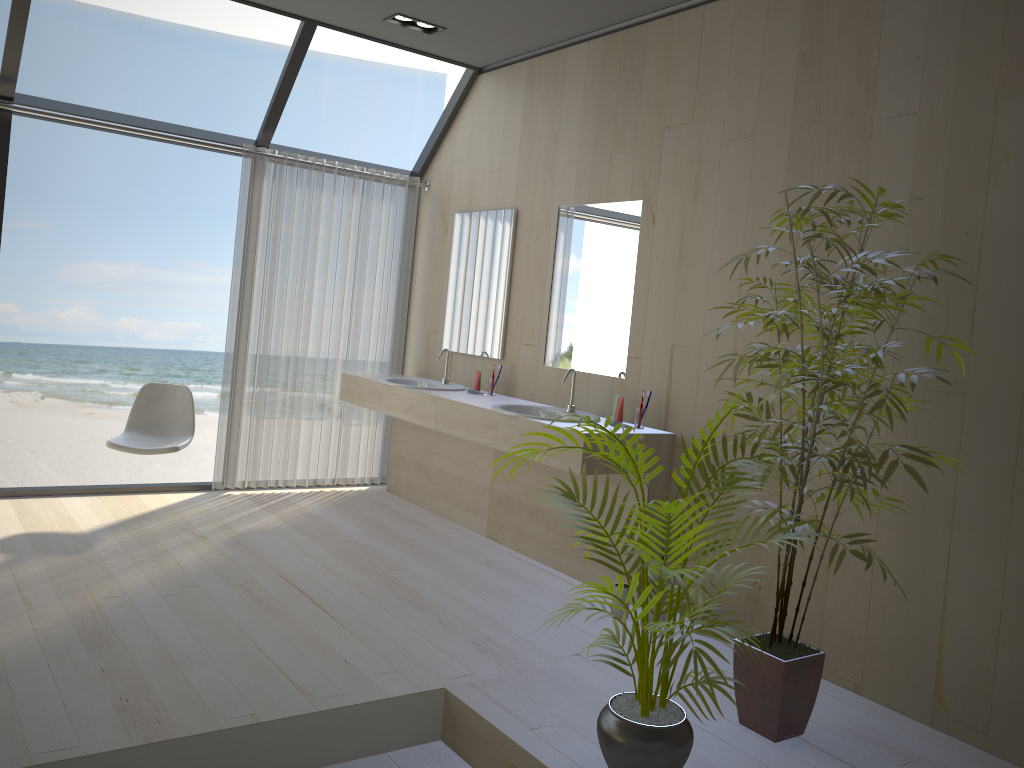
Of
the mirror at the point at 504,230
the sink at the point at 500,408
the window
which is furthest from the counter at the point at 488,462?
the window

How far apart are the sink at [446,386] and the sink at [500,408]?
0.8m

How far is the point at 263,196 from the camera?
5.3m

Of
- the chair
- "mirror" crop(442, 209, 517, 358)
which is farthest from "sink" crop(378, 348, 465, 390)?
the chair

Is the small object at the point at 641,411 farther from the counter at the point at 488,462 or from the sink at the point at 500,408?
the counter at the point at 488,462

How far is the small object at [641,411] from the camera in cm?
402

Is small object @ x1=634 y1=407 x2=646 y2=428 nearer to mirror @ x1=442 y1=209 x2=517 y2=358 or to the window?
mirror @ x1=442 y1=209 x2=517 y2=358

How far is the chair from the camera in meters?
4.6 m

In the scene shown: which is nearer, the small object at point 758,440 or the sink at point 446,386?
the small object at point 758,440

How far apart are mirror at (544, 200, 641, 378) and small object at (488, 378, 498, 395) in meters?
0.4
